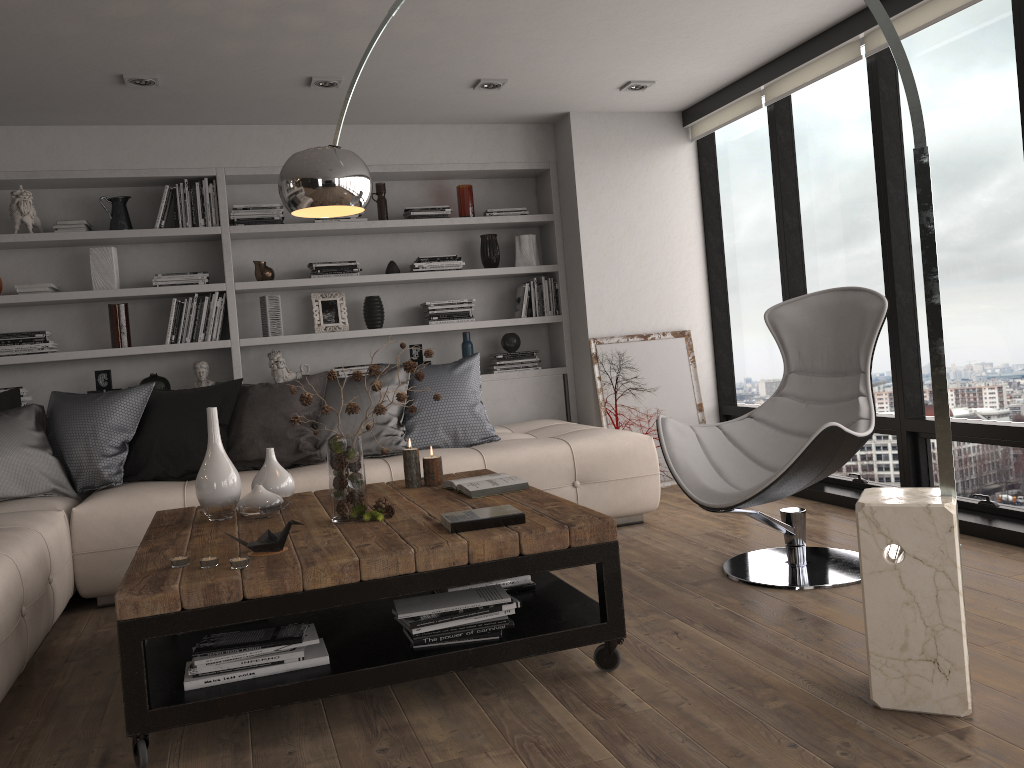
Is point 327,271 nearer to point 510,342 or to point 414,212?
point 414,212

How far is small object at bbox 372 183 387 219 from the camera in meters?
5.7

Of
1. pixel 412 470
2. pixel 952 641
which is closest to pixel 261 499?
pixel 412 470

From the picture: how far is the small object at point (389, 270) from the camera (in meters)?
5.67

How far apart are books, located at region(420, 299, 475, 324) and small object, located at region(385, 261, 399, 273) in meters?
0.3 m

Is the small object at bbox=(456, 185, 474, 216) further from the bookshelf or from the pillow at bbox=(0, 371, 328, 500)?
the pillow at bbox=(0, 371, 328, 500)

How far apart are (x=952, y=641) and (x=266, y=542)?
1.81m

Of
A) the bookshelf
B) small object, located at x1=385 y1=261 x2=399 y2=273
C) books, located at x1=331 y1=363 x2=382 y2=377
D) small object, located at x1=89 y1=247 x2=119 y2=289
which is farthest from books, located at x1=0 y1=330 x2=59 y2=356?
small object, located at x1=385 y1=261 x2=399 y2=273

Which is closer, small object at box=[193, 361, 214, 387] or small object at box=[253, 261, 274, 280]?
small object at box=[193, 361, 214, 387]

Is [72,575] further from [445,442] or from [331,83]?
[331,83]
